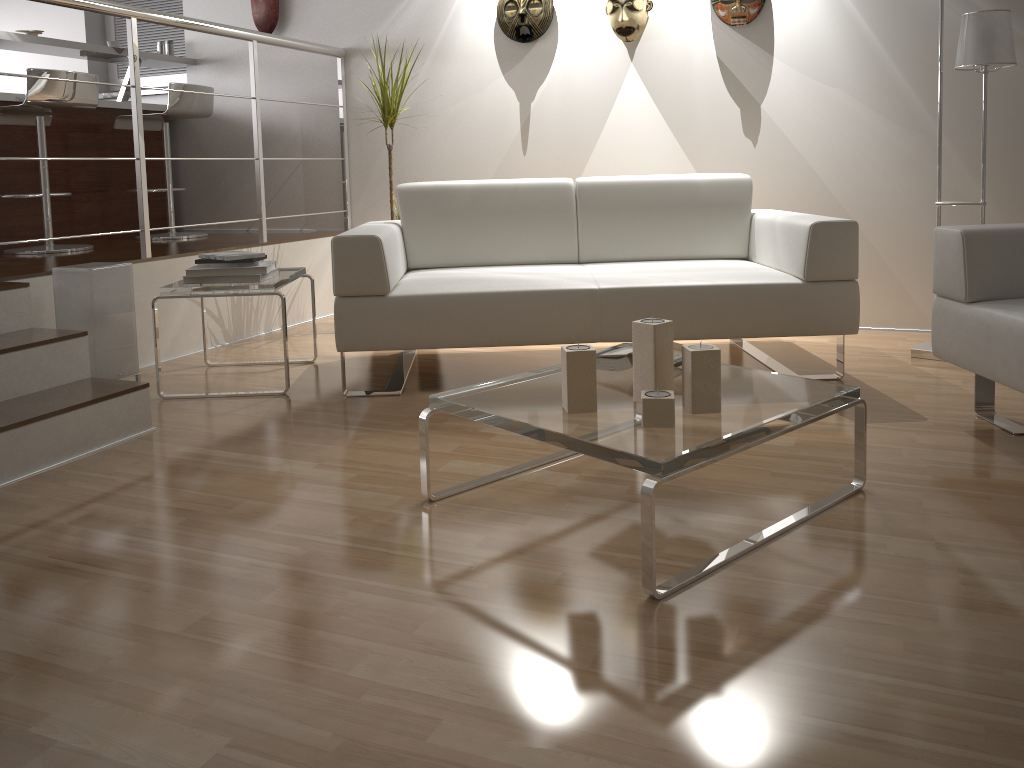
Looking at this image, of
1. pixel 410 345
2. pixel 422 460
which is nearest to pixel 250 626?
pixel 422 460

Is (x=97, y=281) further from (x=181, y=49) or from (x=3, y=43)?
(x=181, y=49)

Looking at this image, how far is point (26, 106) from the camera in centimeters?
387cm

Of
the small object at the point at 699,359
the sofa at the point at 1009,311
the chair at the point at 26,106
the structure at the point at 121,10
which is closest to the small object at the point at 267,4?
the structure at the point at 121,10

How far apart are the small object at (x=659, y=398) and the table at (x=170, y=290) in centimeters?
171cm

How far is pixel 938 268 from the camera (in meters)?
2.53

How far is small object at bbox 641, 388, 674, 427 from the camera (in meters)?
1.79

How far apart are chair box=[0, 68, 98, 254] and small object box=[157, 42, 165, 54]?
1.1 meters

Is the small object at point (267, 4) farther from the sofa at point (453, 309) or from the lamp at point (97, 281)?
the lamp at point (97, 281)

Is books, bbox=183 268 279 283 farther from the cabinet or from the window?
the window
